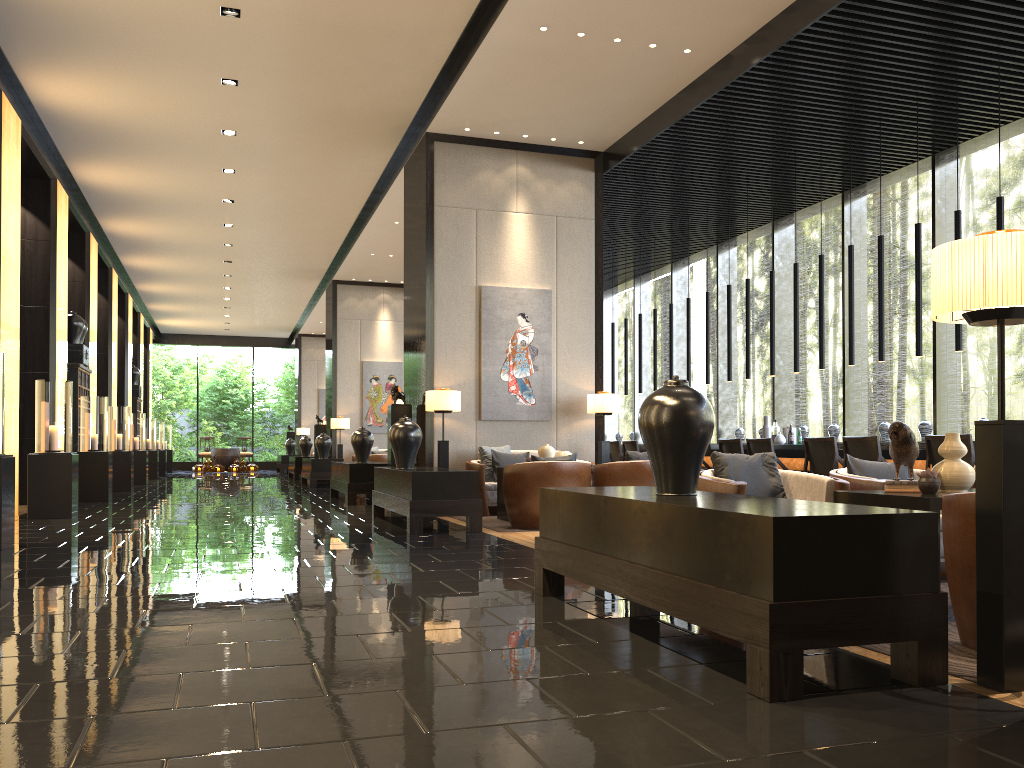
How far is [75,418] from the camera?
12.6m

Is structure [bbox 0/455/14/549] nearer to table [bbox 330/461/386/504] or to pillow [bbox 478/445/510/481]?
pillow [bbox 478/445/510/481]

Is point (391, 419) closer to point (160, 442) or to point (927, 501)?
point (927, 501)

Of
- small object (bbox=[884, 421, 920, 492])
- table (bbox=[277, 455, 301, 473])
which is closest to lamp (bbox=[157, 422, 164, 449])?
table (bbox=[277, 455, 301, 473])

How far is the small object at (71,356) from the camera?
12.9 meters

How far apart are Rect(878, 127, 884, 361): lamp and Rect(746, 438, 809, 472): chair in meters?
1.4 m

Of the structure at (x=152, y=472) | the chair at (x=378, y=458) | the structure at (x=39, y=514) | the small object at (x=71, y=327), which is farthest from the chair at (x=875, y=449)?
the structure at (x=152, y=472)

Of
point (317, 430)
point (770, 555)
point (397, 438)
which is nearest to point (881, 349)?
point (397, 438)

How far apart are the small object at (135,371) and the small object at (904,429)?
20.52m

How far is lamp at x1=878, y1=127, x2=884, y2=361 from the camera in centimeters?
885cm
